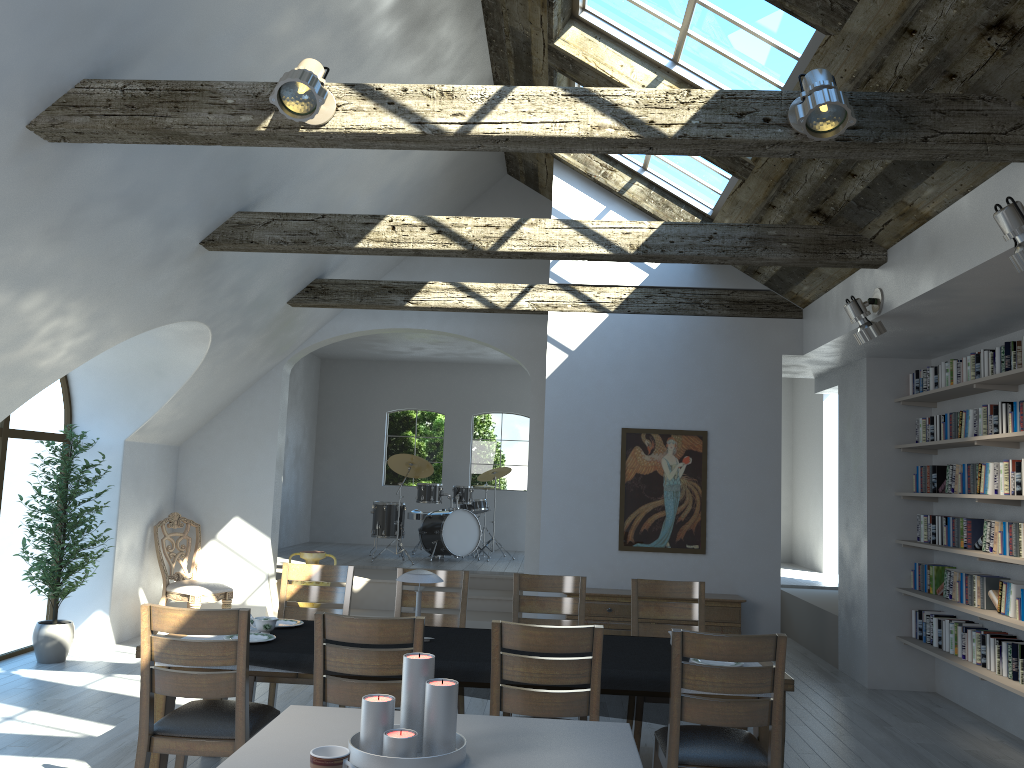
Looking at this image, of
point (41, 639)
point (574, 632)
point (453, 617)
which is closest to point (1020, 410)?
point (574, 632)

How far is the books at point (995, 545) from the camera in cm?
601

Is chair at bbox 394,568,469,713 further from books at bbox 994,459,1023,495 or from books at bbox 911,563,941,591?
books at bbox 911,563,941,591

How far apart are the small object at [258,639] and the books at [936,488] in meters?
5.2 m

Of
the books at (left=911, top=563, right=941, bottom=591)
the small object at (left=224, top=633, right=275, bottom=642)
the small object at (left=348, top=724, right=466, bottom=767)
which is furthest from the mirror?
the small object at (left=348, top=724, right=466, bottom=767)

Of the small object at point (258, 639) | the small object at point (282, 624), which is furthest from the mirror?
the small object at point (258, 639)

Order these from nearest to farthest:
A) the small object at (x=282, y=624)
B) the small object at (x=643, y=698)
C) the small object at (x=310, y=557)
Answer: the small object at (x=643, y=698), the small object at (x=282, y=624), the small object at (x=310, y=557)

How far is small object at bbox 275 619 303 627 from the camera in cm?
489

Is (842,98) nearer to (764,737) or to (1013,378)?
(764,737)

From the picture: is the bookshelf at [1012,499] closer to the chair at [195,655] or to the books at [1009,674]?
the books at [1009,674]
